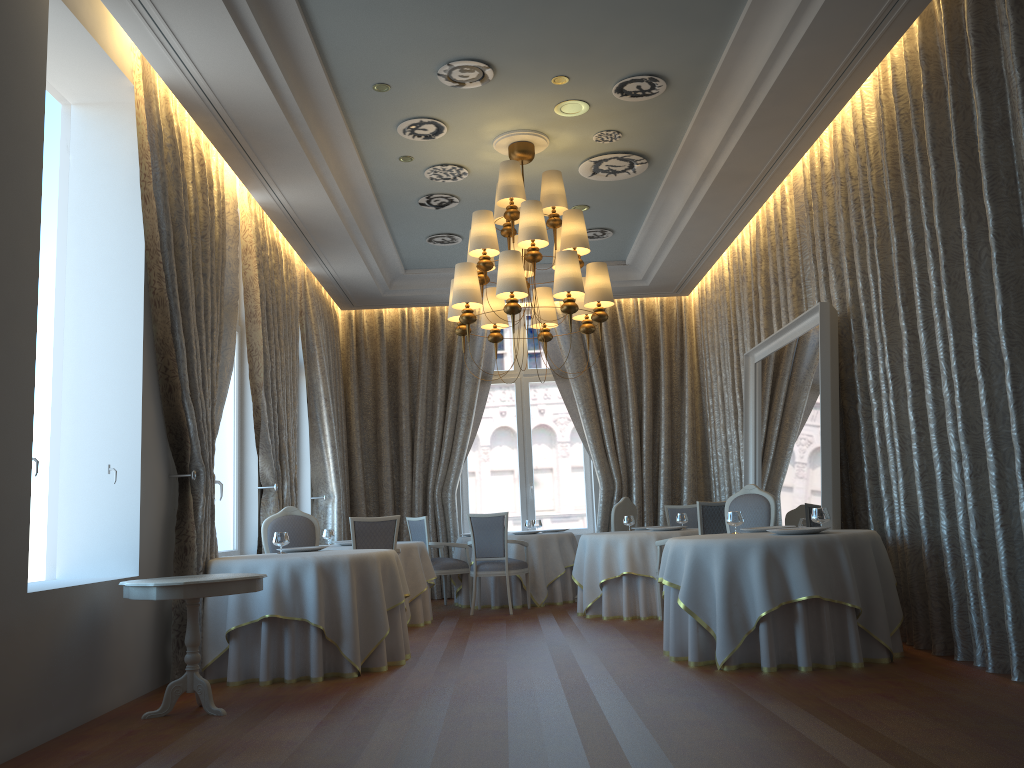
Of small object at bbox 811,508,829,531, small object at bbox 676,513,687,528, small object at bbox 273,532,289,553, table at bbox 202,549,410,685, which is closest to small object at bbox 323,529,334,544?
small object at bbox 273,532,289,553

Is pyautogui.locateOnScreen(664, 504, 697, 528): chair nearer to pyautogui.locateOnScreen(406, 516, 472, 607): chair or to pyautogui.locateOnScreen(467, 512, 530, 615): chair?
pyautogui.locateOnScreen(467, 512, 530, 615): chair

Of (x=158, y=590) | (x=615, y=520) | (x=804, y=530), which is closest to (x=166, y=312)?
(x=158, y=590)

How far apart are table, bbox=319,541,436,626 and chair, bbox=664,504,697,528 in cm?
316

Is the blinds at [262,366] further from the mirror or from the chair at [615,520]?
the mirror

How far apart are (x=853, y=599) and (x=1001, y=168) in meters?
2.7 m

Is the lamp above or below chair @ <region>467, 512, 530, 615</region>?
above

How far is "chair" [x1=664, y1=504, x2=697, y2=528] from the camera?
10.9 meters

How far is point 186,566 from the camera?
6.15m

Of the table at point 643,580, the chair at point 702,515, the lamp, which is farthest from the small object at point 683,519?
the lamp
